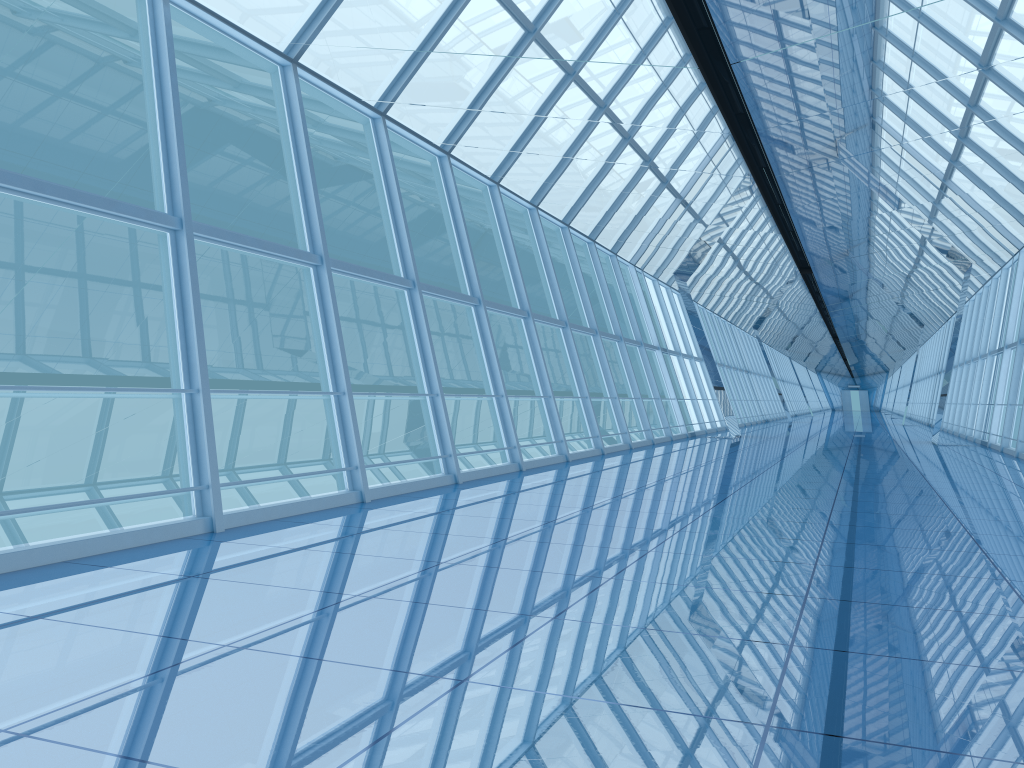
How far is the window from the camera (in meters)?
7.18

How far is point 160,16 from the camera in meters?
7.2

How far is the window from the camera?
7.2 meters
